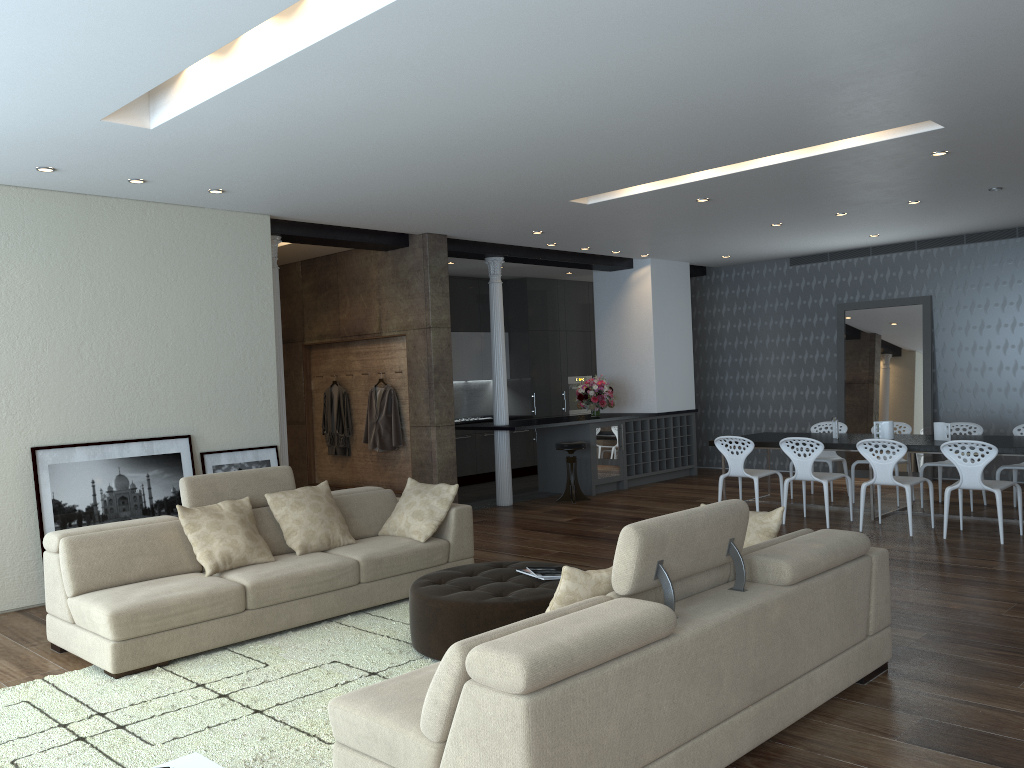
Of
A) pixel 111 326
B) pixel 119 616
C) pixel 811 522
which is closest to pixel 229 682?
pixel 119 616

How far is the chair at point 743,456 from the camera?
8.6m

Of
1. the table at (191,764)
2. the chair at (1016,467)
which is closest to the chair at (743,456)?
the chair at (1016,467)

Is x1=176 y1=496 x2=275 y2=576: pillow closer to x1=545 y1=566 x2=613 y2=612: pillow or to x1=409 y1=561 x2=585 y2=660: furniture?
x1=409 y1=561 x2=585 y2=660: furniture

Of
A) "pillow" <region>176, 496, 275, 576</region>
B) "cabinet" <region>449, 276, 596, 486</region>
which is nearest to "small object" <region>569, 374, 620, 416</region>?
"cabinet" <region>449, 276, 596, 486</region>

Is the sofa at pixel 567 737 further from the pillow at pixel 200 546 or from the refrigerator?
the refrigerator

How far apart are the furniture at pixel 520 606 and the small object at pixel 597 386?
6.0m

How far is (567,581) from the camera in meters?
3.2 m

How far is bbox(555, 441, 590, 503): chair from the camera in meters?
10.3

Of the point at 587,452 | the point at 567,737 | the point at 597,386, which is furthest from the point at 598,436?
the point at 567,737
